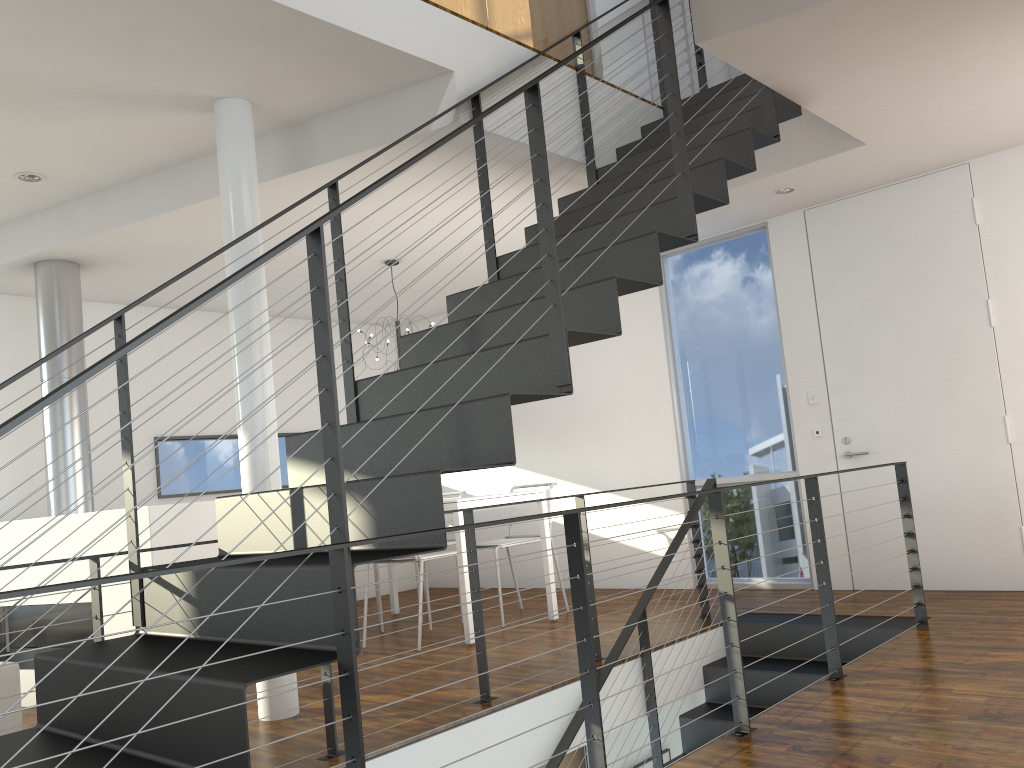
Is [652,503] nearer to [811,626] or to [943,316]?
[811,626]

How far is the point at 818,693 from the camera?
2.89m

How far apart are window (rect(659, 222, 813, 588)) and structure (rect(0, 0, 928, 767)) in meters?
0.8

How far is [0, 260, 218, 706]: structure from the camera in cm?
379

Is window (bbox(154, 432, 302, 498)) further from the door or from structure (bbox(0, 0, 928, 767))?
the door

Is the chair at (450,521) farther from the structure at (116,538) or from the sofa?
the sofa

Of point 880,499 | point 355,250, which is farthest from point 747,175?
point 355,250

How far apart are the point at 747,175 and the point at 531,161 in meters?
2.6

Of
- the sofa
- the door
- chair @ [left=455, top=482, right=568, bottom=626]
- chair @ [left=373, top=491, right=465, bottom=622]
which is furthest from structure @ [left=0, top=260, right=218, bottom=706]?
the door

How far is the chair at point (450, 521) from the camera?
5.79m
